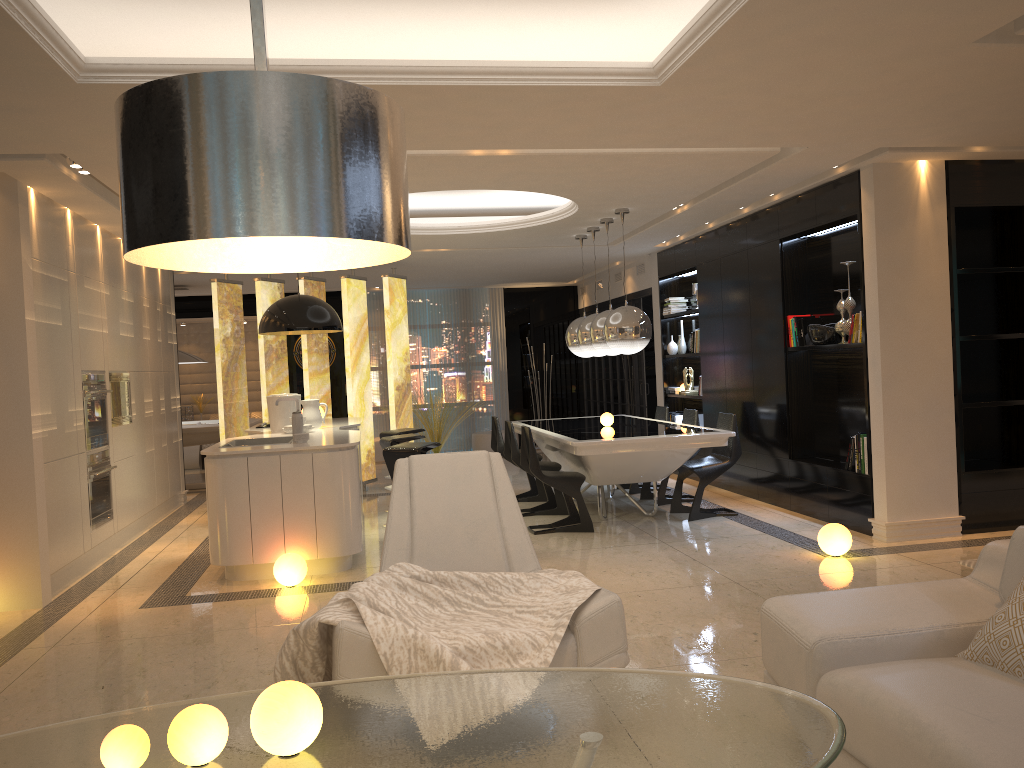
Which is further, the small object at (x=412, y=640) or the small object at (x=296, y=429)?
the small object at (x=296, y=429)

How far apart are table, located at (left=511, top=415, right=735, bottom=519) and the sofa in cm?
361

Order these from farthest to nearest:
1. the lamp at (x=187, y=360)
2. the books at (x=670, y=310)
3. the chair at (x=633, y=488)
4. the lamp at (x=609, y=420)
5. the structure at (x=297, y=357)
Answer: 1. the structure at (x=297, y=357)
2. the lamp at (x=187, y=360)
3. the books at (x=670, y=310)
4. the chair at (x=633, y=488)
5. the lamp at (x=609, y=420)

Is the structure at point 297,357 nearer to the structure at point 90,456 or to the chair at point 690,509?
the structure at point 90,456

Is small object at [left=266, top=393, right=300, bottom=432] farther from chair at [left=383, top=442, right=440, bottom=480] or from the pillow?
the pillow

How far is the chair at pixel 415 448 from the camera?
6.6 meters

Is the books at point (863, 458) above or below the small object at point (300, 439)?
below

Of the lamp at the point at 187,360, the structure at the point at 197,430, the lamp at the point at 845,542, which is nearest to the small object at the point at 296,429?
the lamp at the point at 845,542

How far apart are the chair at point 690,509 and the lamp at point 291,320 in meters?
3.2

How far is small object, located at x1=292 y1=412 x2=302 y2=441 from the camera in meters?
6.3
